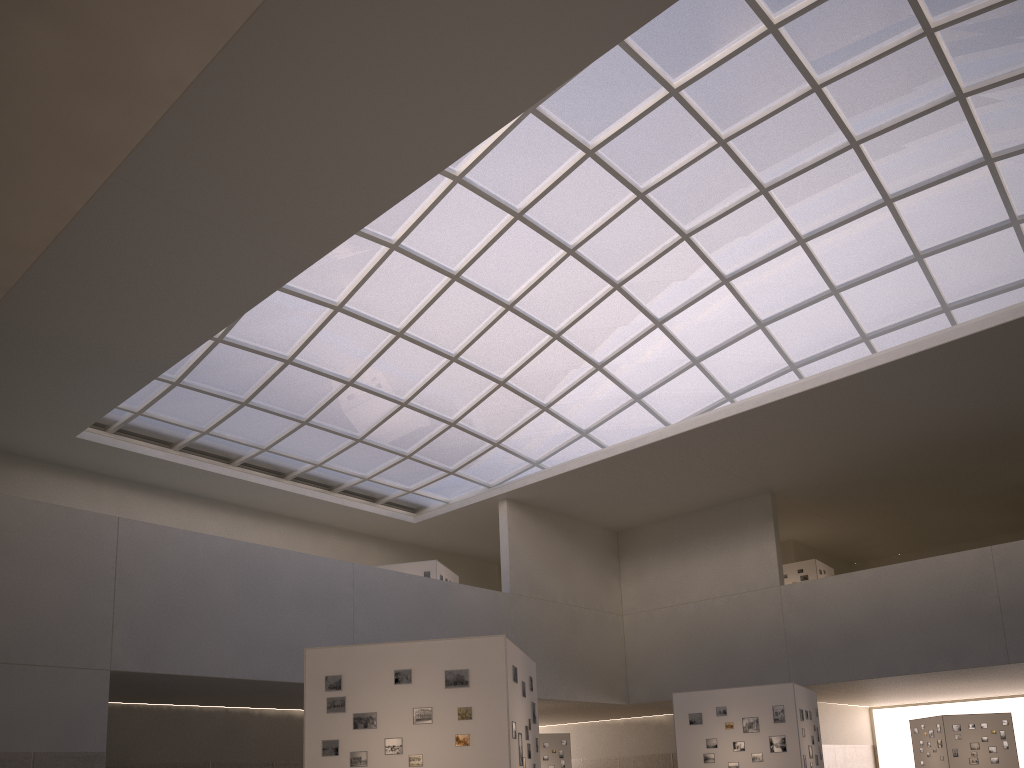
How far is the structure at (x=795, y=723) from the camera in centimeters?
2944cm

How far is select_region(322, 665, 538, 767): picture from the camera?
17.42m

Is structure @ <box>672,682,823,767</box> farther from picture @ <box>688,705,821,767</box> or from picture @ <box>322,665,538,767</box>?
picture @ <box>322,665,538,767</box>

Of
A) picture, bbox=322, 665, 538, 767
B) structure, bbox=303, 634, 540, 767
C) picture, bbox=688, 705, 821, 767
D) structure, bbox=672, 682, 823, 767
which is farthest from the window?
picture, bbox=322, 665, 538, 767

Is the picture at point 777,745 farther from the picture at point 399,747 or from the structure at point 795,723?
the picture at point 399,747

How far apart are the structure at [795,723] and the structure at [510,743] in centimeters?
1220cm

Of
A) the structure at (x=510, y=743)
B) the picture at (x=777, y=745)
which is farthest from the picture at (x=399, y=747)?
the picture at (x=777, y=745)

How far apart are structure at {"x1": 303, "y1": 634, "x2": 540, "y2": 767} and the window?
23.5 meters

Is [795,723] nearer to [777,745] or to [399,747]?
[777,745]

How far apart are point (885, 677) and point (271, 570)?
35.20m
